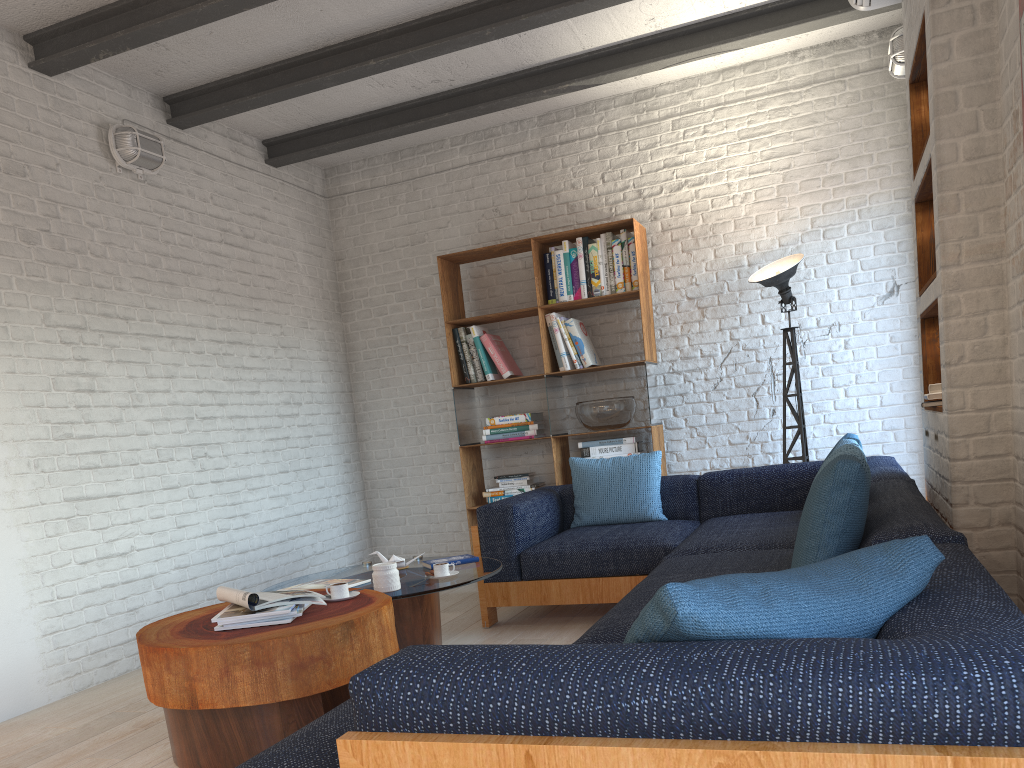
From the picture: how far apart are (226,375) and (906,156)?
4.4 meters

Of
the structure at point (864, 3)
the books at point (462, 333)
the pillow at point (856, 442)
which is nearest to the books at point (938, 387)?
the pillow at point (856, 442)

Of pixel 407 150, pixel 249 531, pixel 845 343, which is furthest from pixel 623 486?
pixel 407 150

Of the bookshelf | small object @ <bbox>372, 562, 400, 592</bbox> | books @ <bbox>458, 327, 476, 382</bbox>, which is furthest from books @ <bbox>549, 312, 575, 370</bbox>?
small object @ <bbox>372, 562, 400, 592</bbox>

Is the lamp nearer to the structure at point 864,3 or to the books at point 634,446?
the books at point 634,446

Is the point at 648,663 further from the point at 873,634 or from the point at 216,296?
the point at 216,296

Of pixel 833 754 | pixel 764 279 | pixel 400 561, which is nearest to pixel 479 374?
pixel 764 279

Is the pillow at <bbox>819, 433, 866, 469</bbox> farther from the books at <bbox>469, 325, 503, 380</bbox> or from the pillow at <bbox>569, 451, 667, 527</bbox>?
the books at <bbox>469, 325, 503, 380</bbox>

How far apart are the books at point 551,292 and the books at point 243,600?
3.22m

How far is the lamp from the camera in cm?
510
